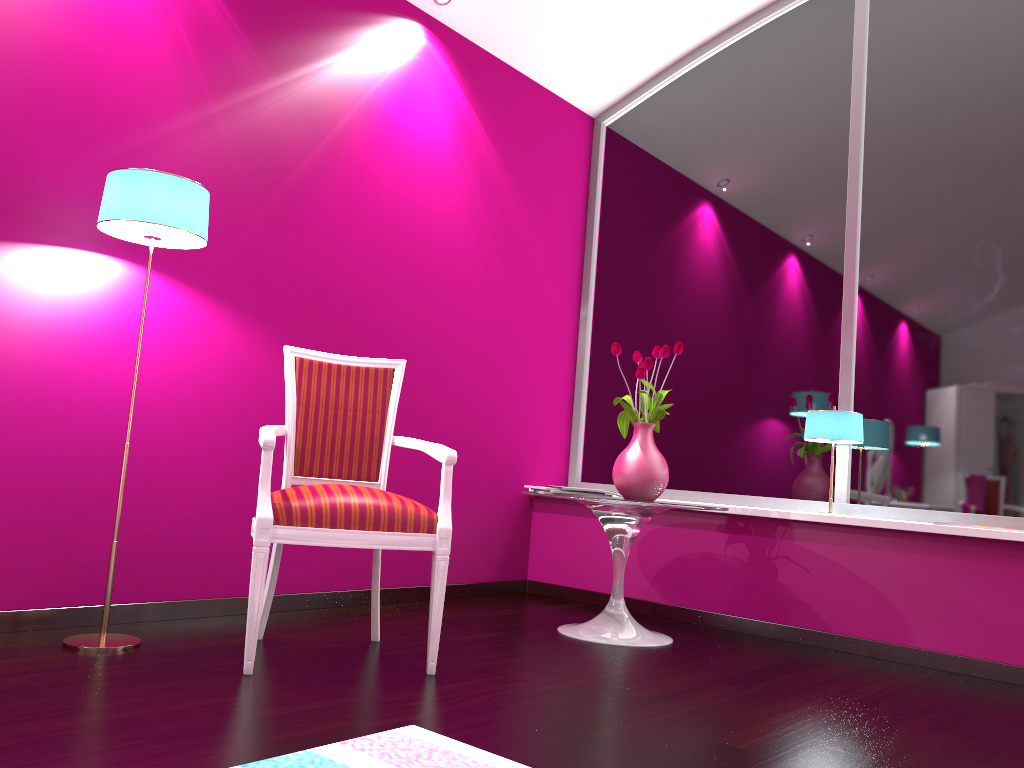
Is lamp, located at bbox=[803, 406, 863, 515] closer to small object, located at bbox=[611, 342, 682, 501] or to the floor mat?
small object, located at bbox=[611, 342, 682, 501]

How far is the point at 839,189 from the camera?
3.9m

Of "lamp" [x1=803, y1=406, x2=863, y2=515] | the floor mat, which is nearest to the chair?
the floor mat

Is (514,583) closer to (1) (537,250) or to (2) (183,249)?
(1) (537,250)

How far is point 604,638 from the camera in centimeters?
312cm

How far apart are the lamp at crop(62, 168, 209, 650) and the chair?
0.34m

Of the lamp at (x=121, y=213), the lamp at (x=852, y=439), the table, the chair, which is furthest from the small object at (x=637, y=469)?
the lamp at (x=121, y=213)

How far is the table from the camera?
3.1m

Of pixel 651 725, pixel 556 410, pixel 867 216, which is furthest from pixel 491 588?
pixel 867 216

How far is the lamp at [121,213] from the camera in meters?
2.4
